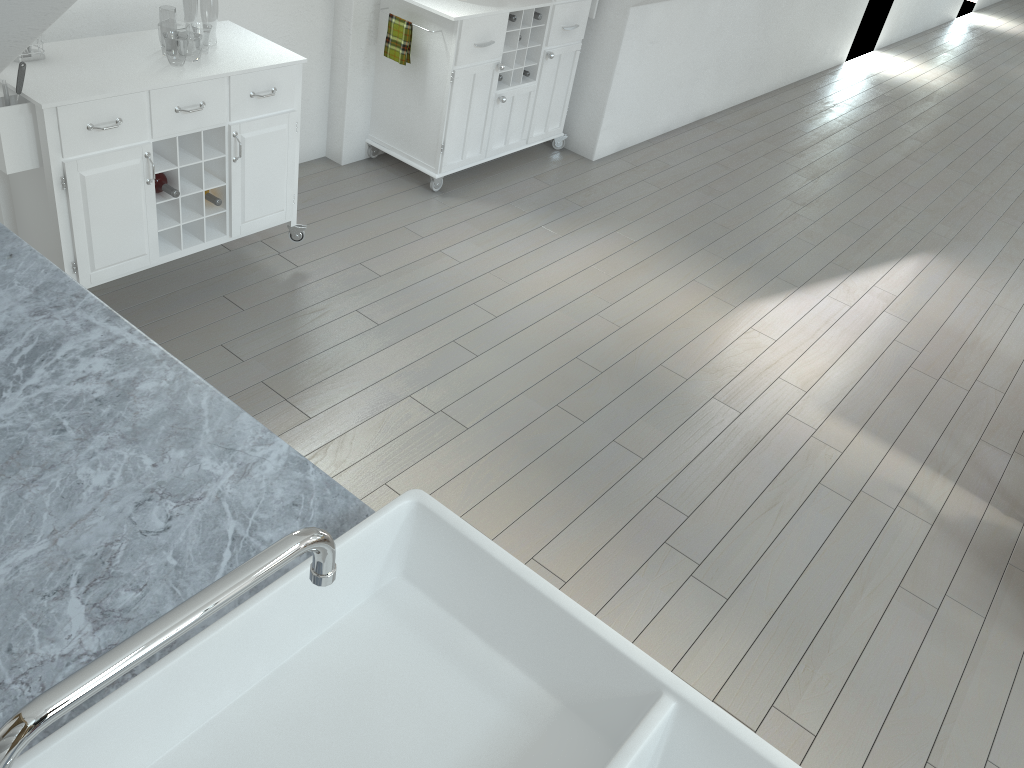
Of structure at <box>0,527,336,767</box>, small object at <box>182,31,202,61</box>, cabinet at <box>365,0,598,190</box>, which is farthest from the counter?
small object at <box>182,31,202,61</box>

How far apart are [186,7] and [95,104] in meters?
40.9

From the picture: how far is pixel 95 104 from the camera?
2.7 meters

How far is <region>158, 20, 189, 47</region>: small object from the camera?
14.24m

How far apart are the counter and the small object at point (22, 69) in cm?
94

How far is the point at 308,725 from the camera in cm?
124

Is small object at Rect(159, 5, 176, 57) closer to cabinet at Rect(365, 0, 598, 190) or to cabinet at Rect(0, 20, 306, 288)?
cabinet at Rect(365, 0, 598, 190)

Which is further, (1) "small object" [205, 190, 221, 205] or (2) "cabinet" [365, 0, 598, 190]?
(2) "cabinet" [365, 0, 598, 190]

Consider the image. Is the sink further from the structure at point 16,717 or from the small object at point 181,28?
the small object at point 181,28

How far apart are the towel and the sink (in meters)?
3.31
